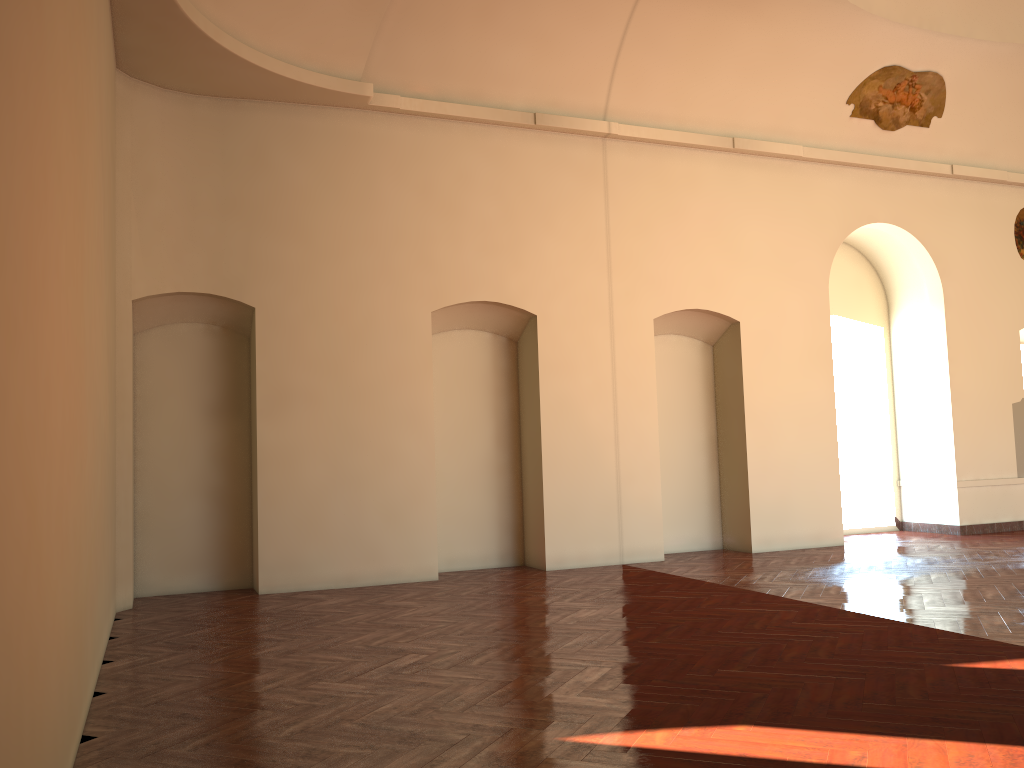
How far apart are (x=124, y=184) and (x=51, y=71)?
6.01m

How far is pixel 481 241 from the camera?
10.5m
